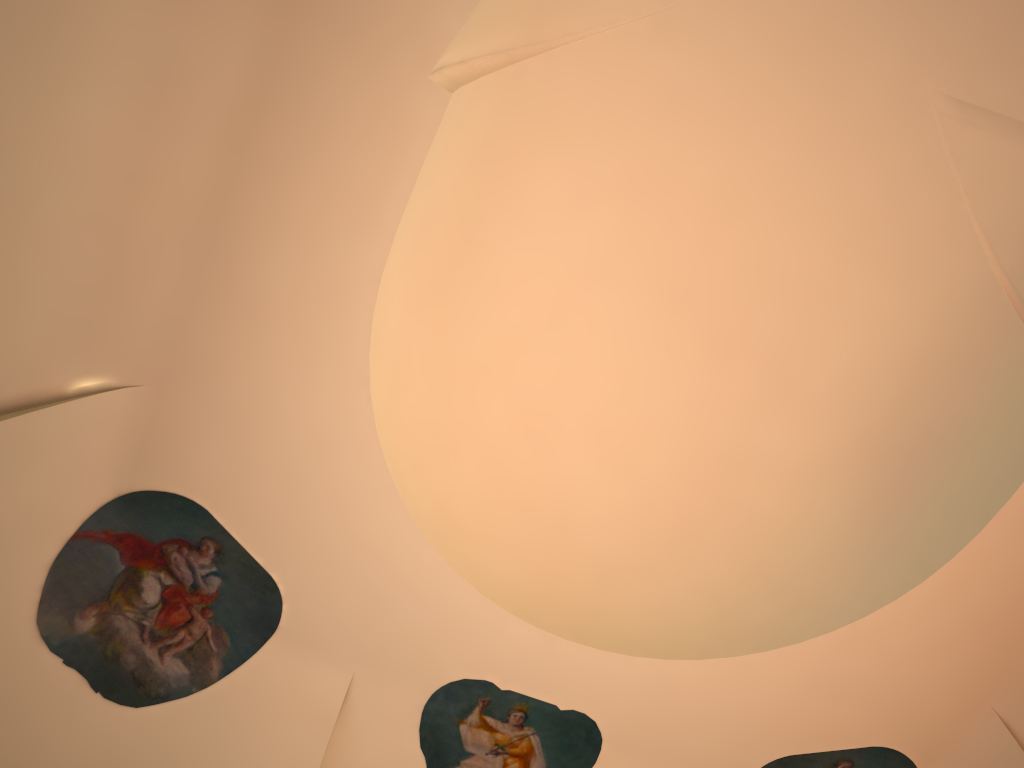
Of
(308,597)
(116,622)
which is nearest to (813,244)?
Result: (308,597)
